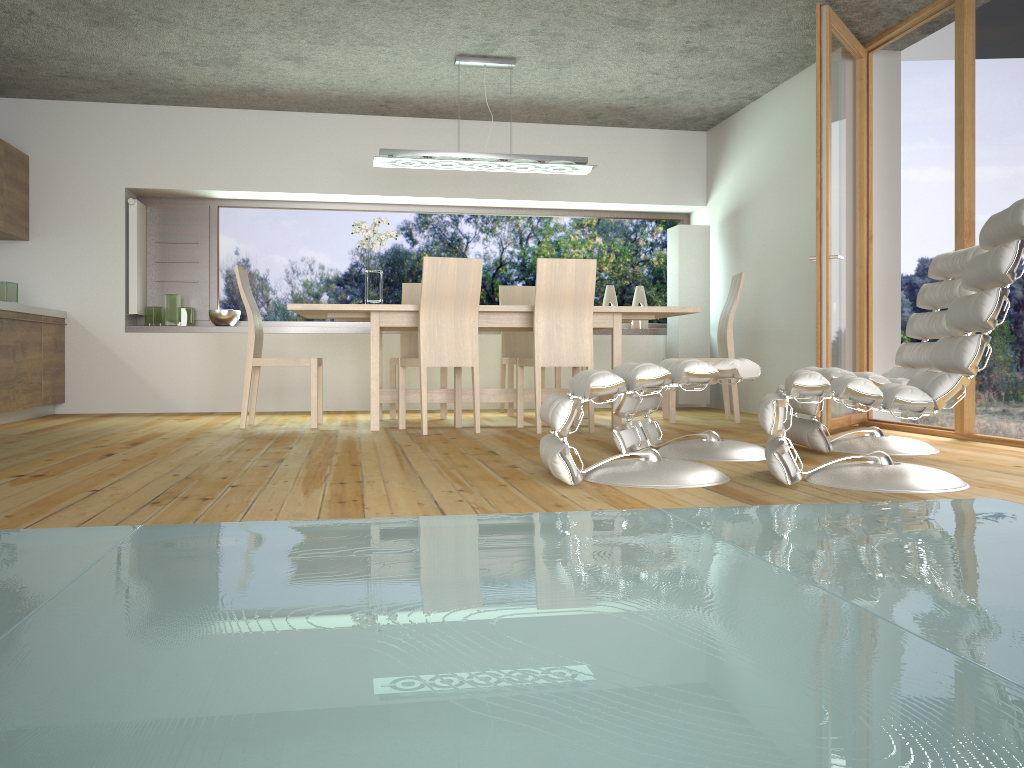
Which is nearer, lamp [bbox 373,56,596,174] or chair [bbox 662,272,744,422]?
lamp [bbox 373,56,596,174]

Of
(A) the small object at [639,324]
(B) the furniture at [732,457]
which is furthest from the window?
(B) the furniture at [732,457]

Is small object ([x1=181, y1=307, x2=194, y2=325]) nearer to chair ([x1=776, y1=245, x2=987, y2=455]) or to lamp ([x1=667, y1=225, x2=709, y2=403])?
lamp ([x1=667, y1=225, x2=709, y2=403])

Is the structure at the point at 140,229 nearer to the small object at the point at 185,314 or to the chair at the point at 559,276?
the small object at the point at 185,314

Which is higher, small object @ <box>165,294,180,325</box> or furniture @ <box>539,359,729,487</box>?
small object @ <box>165,294,180,325</box>

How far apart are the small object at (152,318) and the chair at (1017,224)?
5.40m

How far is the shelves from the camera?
7.0m

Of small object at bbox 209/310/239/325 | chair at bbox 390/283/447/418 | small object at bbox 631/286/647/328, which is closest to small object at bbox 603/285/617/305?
small object at bbox 631/286/647/328

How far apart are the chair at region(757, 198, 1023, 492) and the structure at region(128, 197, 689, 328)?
4.9m

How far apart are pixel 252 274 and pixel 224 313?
0.5 meters
